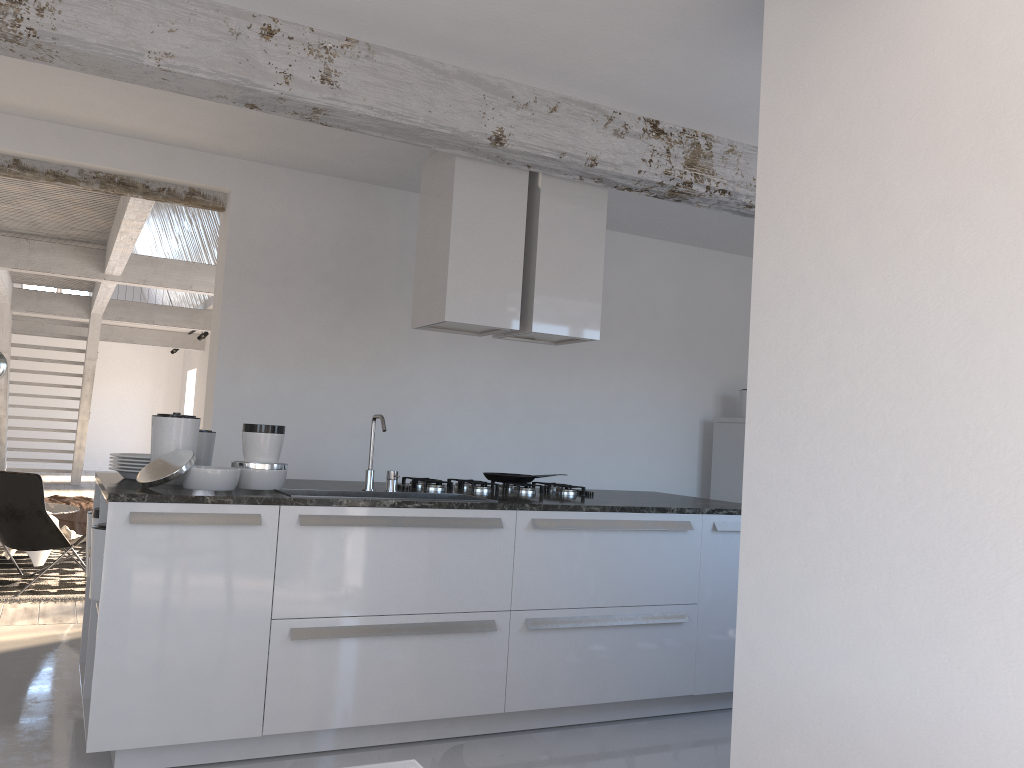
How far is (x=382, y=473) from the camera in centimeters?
590cm

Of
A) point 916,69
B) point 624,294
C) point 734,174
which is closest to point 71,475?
point 624,294

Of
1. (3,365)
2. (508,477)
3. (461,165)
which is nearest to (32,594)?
(3,365)

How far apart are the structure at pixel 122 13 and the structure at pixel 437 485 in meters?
1.6 m

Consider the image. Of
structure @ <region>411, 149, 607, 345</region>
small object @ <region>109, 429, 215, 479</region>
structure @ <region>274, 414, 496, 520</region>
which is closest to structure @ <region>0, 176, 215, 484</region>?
structure @ <region>411, 149, 607, 345</region>

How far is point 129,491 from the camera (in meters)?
3.20

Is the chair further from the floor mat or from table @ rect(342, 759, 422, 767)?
table @ rect(342, 759, 422, 767)

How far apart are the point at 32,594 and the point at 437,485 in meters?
3.5 m

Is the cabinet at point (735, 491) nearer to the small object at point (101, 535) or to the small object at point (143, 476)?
the small object at point (143, 476)

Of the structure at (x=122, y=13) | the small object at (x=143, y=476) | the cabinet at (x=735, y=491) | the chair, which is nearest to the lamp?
the chair
